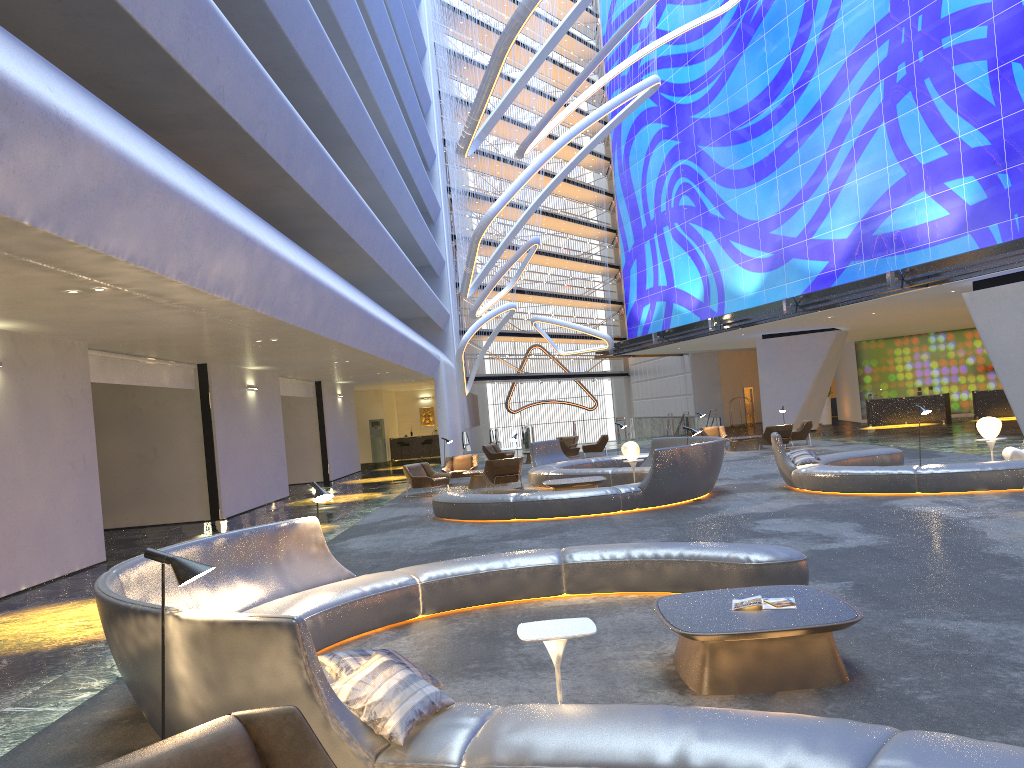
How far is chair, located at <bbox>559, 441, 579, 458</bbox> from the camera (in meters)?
28.55

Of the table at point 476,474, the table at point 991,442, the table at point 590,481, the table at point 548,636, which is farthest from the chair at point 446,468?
the table at point 548,636

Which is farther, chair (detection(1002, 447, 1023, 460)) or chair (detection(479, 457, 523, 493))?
chair (detection(479, 457, 523, 493))

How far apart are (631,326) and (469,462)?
22.6 meters

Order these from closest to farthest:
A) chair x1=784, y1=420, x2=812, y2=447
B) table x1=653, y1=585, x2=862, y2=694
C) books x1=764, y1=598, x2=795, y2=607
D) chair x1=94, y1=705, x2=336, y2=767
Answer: chair x1=94, y1=705, x2=336, y2=767
table x1=653, y1=585, x2=862, y2=694
books x1=764, y1=598, x2=795, y2=607
chair x1=784, y1=420, x2=812, y2=447

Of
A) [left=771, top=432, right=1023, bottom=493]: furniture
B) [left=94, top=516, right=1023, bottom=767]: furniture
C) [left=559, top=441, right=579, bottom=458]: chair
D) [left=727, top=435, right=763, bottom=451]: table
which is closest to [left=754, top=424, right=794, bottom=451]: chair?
[left=727, top=435, right=763, bottom=451]: table

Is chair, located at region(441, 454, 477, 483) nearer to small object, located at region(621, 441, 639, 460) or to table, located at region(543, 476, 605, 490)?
small object, located at region(621, 441, 639, 460)

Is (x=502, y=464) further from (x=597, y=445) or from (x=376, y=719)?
(x=376, y=719)

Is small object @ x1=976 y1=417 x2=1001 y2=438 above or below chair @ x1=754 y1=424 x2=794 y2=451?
above

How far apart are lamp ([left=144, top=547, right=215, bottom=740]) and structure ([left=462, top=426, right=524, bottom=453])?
38.8 meters
